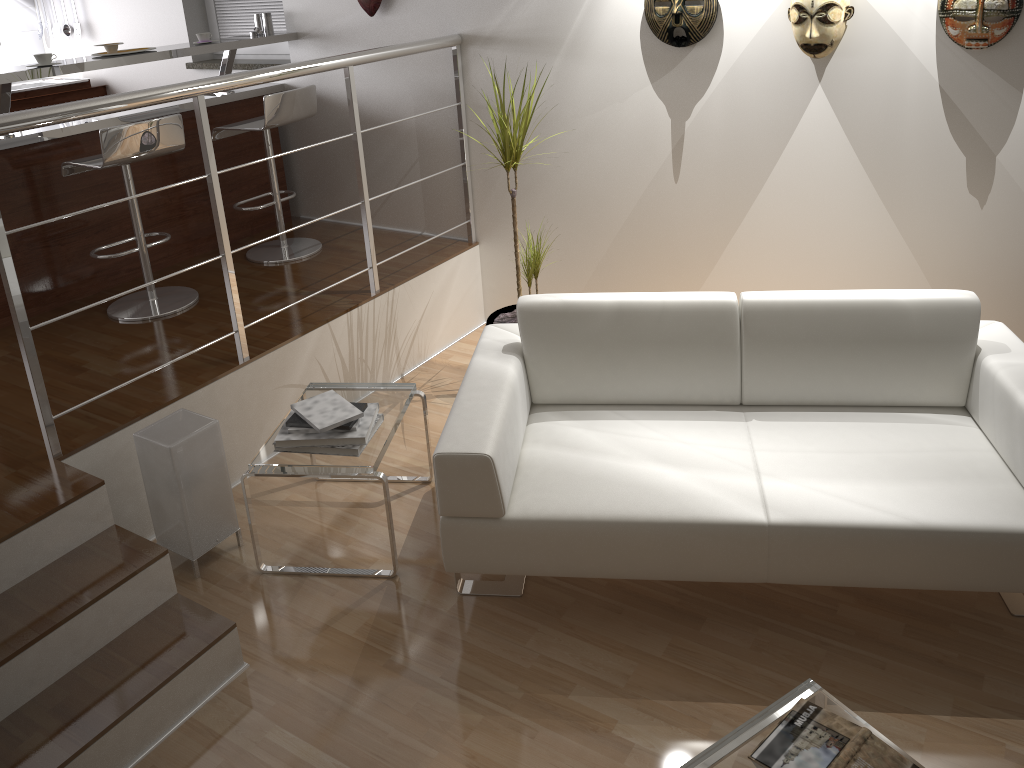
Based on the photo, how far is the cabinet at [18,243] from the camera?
3.8 meters

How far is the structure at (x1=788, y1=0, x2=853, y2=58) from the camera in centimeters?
304cm

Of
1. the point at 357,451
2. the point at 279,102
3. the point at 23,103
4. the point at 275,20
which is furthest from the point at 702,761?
the point at 23,103

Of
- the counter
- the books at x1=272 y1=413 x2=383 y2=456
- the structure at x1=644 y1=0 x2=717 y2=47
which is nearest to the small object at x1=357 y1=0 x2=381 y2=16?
the counter

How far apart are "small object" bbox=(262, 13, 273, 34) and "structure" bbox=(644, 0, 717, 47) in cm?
213

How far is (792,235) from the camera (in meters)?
3.56

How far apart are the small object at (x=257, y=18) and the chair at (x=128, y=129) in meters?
1.2 m

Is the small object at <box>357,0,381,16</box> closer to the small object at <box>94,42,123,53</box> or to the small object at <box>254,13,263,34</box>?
the small object at <box>254,13,263,34</box>

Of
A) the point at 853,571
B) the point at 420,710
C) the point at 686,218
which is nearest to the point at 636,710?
the point at 420,710

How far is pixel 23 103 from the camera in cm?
528
